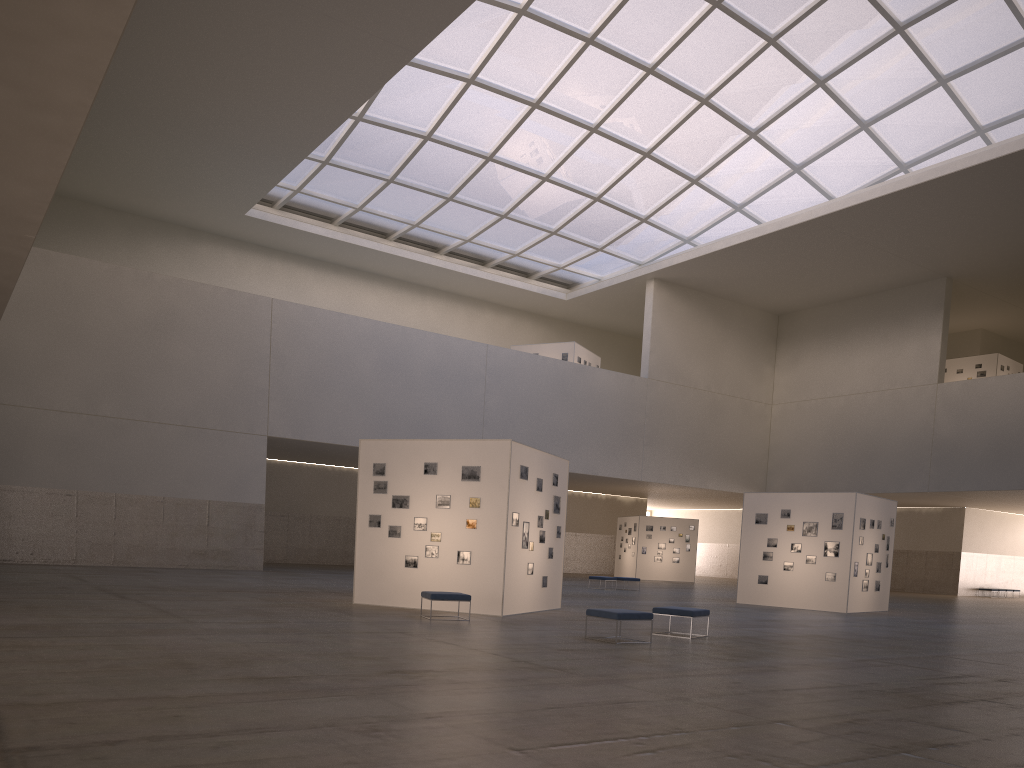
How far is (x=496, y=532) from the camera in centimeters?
2229cm

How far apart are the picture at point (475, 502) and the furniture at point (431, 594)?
2.21m

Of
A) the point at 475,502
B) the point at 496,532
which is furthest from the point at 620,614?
the point at 475,502

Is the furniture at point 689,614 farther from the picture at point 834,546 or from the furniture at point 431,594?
the picture at point 834,546

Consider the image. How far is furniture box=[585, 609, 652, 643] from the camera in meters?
16.8 m

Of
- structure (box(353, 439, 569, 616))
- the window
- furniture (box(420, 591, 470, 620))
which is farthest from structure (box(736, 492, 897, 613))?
the window

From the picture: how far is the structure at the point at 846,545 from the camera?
32.3 meters

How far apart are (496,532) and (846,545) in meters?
16.6

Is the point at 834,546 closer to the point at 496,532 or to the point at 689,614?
the point at 689,614

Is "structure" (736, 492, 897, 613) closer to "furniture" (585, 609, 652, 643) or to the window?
"furniture" (585, 609, 652, 643)
